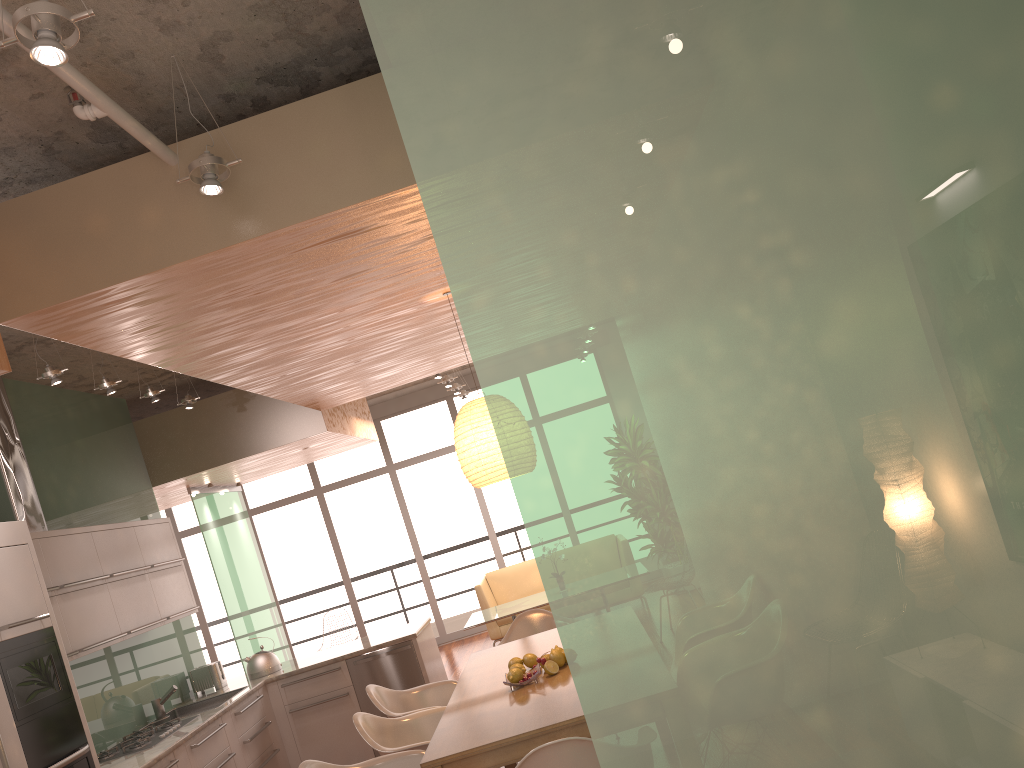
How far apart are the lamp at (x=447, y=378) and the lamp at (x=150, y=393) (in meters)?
3.90

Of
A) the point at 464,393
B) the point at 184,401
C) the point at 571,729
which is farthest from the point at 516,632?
the point at 464,393

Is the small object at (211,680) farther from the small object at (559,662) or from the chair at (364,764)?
the small object at (559,662)

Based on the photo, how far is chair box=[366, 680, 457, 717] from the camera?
4.99m

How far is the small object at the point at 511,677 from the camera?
4.0 meters

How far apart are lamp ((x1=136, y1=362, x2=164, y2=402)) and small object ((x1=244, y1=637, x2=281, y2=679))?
2.3 meters

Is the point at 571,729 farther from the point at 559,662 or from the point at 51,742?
the point at 51,742

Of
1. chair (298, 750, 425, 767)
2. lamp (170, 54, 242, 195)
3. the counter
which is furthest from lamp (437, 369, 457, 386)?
lamp (170, 54, 242, 195)

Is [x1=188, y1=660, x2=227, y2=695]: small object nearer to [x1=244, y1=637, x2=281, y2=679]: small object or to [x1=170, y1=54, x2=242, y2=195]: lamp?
[x1=244, y1=637, x2=281, y2=679]: small object

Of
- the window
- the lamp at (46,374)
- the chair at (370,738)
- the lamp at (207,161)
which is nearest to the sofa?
the window
